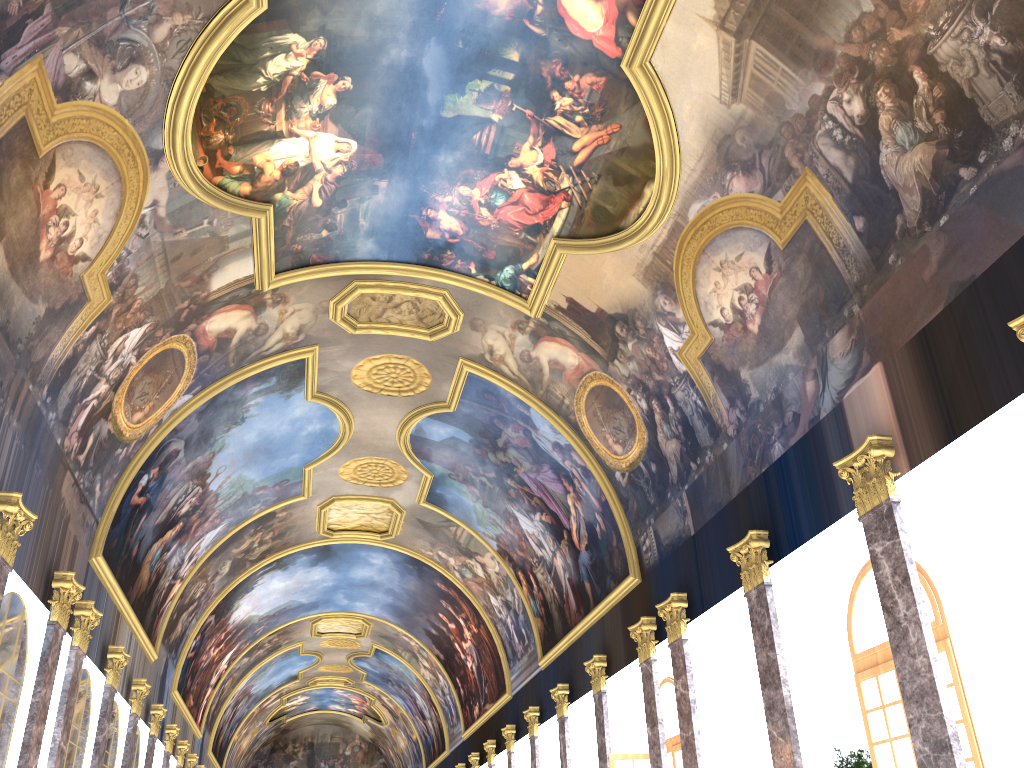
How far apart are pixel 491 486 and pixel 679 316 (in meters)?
11.13

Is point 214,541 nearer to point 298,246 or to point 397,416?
point 397,416
